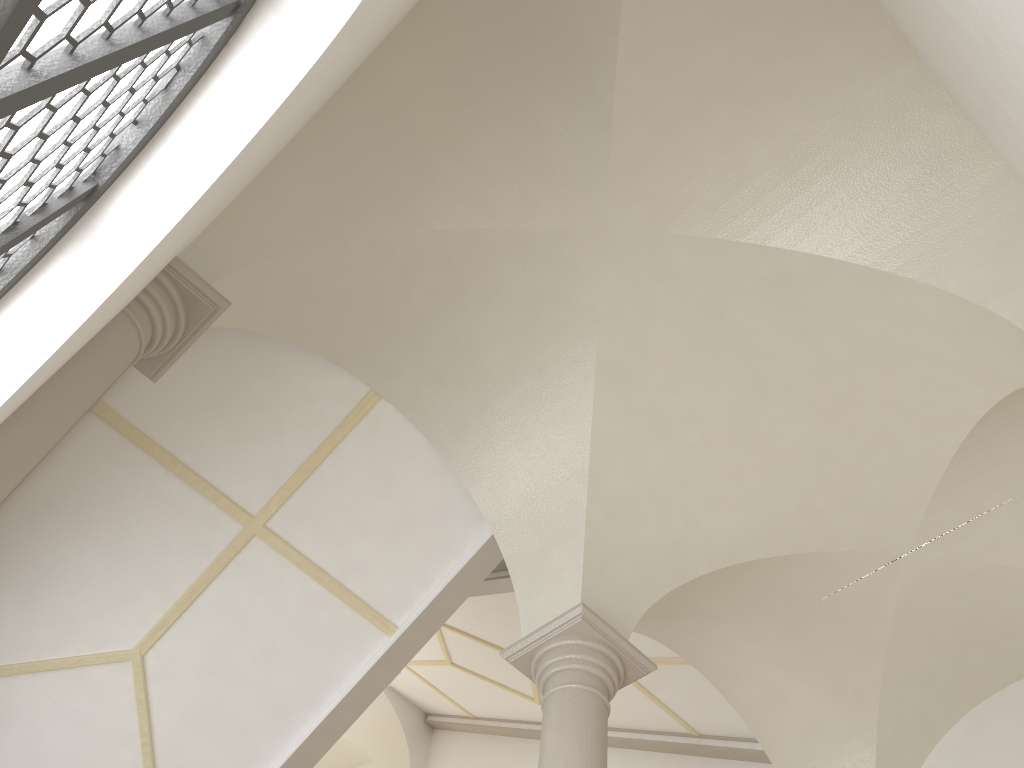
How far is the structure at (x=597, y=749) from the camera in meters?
4.8 m

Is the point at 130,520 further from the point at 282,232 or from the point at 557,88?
the point at 557,88

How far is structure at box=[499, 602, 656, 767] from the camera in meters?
4.8

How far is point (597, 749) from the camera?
4.8 meters

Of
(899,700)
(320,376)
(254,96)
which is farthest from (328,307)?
(899,700)

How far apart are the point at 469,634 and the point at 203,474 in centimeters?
438cm
